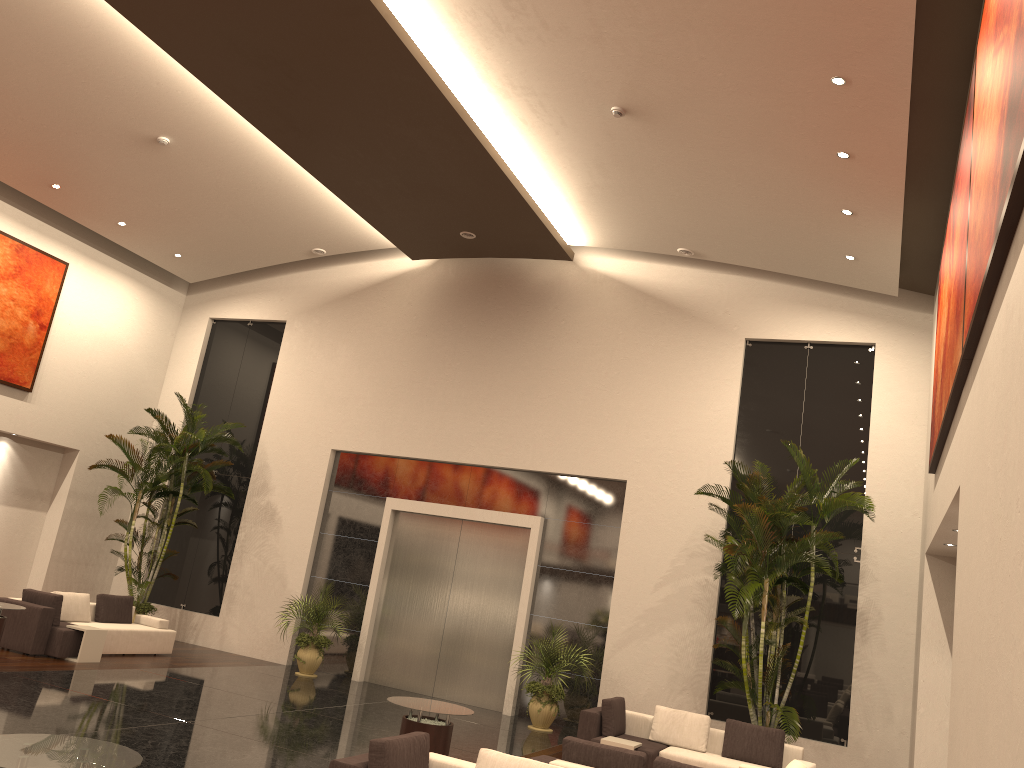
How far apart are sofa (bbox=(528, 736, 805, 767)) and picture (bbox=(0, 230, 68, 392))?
12.5m

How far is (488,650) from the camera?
15.0 meters

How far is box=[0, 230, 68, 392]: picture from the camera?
15.6m

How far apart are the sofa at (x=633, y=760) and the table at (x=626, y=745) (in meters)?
2.40

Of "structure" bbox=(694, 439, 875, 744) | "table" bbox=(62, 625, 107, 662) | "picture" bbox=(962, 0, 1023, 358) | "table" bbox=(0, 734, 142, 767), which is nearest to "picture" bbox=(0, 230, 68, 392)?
"table" bbox=(62, 625, 107, 662)

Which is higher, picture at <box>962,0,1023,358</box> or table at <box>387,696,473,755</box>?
picture at <box>962,0,1023,358</box>

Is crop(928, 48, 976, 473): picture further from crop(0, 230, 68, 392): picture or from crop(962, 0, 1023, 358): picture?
crop(0, 230, 68, 392): picture

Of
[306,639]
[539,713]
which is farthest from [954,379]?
[306,639]

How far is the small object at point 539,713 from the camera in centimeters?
1335cm

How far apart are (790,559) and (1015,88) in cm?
845
